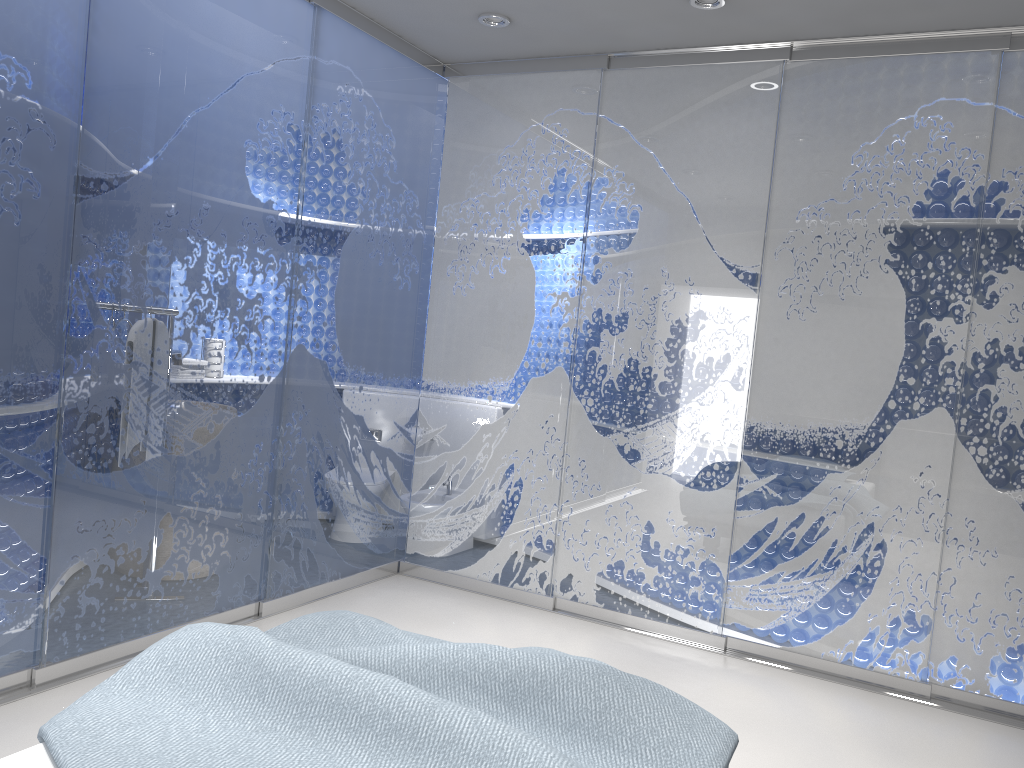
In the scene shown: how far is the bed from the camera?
1.76m

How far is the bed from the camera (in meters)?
1.76
